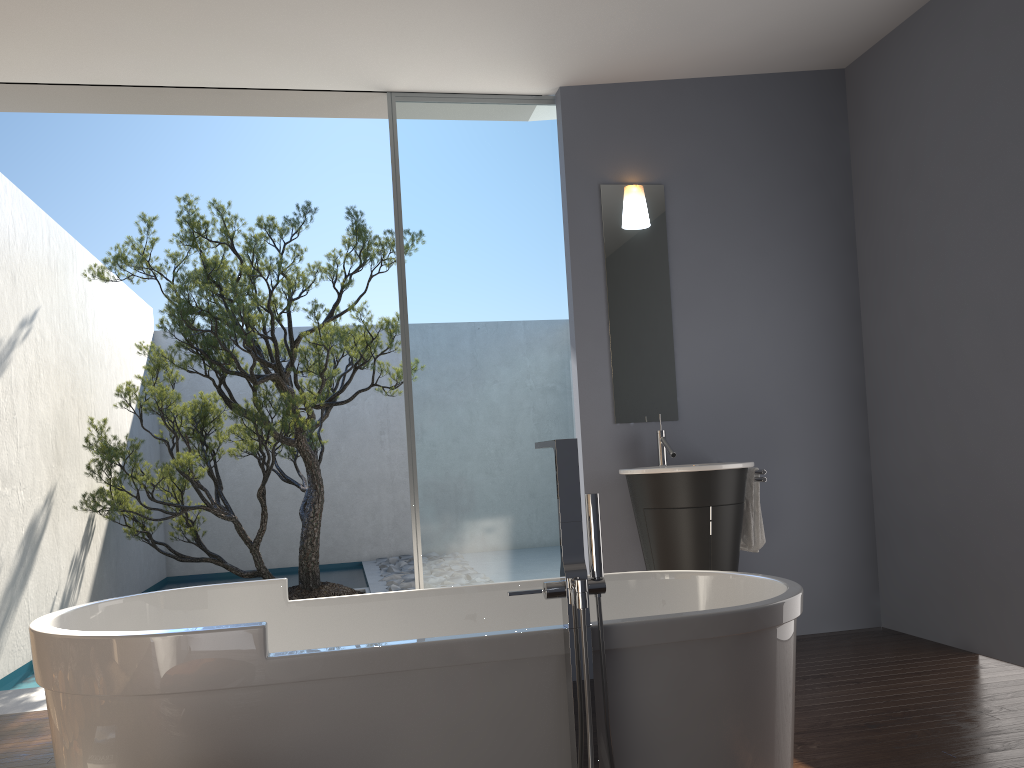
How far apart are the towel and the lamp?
1.4 meters

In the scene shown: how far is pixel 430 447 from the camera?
4.6m

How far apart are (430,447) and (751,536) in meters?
1.7

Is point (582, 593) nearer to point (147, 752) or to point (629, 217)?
point (147, 752)

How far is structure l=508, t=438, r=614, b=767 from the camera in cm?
198

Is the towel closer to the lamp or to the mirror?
the mirror

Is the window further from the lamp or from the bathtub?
the bathtub

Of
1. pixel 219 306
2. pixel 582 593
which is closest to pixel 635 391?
pixel 582 593

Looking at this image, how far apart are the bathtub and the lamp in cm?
232

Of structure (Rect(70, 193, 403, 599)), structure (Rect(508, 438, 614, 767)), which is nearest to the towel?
structure (Rect(508, 438, 614, 767))
